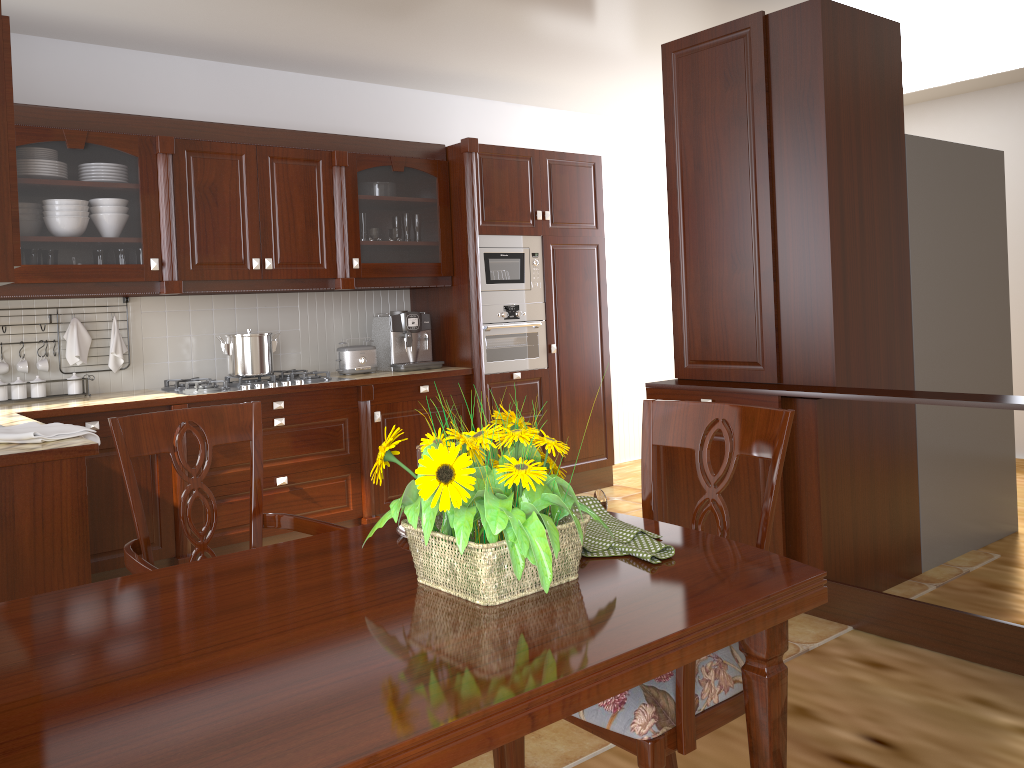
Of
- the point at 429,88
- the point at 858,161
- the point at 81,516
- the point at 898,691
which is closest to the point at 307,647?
the point at 81,516

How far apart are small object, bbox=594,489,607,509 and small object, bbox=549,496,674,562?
0.01m

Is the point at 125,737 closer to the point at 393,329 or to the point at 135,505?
the point at 135,505

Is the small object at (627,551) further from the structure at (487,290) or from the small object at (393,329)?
the structure at (487,290)

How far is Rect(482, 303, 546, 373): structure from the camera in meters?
4.8

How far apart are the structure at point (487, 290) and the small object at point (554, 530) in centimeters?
346cm

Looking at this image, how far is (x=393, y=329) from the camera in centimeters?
470cm

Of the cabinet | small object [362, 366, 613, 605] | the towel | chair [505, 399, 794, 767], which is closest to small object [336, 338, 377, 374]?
the cabinet

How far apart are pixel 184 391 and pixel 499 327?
1.7m

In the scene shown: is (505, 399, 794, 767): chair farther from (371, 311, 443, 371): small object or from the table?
(371, 311, 443, 371): small object
